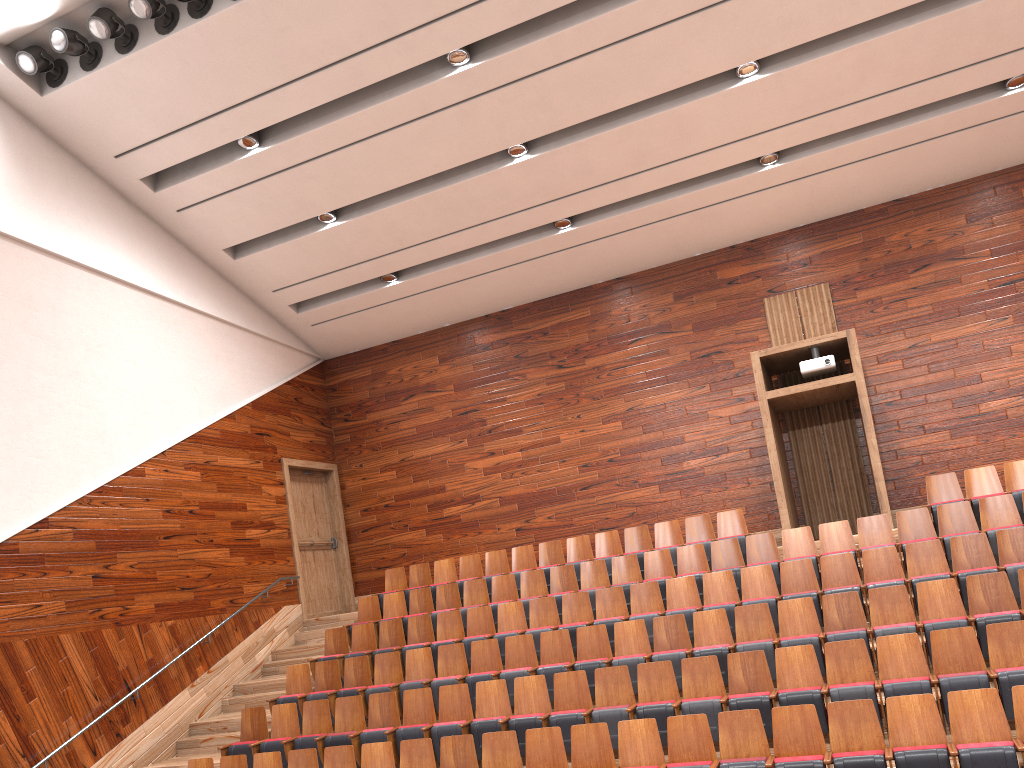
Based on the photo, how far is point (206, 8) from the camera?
0.9 meters

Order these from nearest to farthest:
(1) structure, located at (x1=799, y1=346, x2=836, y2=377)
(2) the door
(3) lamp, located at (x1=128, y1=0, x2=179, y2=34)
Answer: (3) lamp, located at (x1=128, y1=0, x2=179, y2=34), (1) structure, located at (x1=799, y1=346, x2=836, y2=377), (2) the door

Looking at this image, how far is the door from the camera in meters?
1.3

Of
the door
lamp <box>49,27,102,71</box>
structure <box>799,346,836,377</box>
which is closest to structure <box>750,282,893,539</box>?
structure <box>799,346,836,377</box>

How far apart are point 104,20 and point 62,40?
0.1m

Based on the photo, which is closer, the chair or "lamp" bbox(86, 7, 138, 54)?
the chair

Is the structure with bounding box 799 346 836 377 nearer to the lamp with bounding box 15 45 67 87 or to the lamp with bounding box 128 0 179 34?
the lamp with bounding box 128 0 179 34

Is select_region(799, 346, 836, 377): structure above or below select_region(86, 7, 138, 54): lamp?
below

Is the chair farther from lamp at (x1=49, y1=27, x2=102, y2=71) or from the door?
lamp at (x1=49, y1=27, x2=102, y2=71)

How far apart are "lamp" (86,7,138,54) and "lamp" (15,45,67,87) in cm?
7
